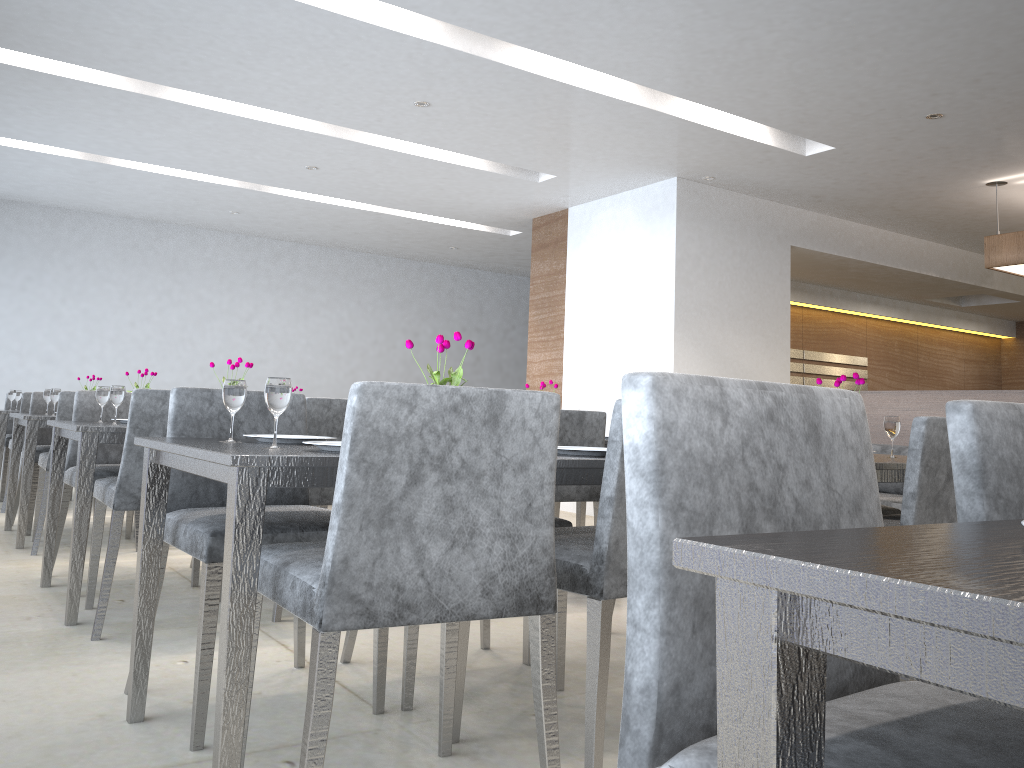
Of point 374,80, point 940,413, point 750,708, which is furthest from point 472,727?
point 940,413

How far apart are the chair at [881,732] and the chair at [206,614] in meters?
1.3

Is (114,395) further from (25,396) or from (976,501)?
(25,396)

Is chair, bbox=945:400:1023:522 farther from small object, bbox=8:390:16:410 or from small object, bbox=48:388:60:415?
small object, bbox=8:390:16:410

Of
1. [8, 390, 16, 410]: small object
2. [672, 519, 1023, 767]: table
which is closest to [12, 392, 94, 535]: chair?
[8, 390, 16, 410]: small object

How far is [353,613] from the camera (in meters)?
1.38

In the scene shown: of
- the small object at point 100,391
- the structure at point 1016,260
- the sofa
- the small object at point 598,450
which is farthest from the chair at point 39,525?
the structure at point 1016,260

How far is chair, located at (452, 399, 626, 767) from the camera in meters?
1.7 m

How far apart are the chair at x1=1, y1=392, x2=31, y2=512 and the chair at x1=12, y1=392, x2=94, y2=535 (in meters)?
0.64

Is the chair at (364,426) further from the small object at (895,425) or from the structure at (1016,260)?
the structure at (1016,260)
